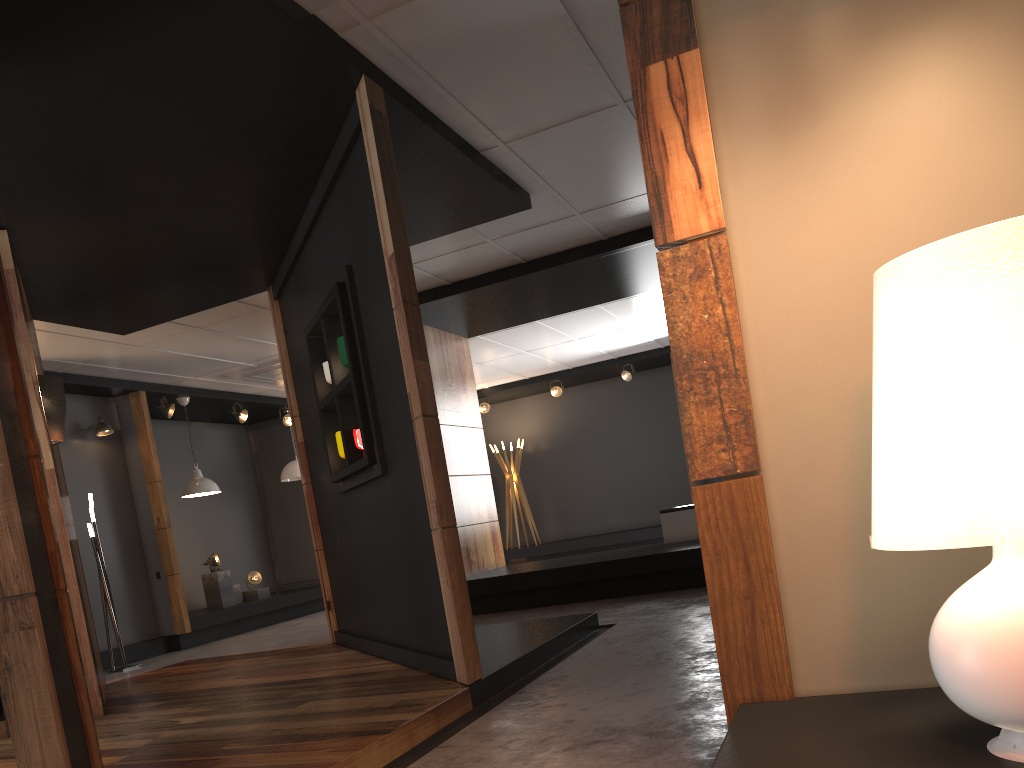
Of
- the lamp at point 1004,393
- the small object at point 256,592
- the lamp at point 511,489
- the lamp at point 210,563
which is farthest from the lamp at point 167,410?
the lamp at point 1004,393

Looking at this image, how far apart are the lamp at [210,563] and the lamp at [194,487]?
0.97m

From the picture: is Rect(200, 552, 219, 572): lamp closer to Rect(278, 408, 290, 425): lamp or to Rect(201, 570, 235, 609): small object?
Rect(201, 570, 235, 609): small object

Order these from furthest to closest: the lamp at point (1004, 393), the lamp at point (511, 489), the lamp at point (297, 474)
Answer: the lamp at point (511, 489), the lamp at point (297, 474), the lamp at point (1004, 393)

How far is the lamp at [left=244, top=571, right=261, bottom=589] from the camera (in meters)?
11.26

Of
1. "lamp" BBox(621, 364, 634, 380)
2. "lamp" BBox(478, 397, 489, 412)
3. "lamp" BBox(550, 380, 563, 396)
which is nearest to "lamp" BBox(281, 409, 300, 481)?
A: "lamp" BBox(478, 397, 489, 412)

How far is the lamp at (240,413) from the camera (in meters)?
→ 11.21

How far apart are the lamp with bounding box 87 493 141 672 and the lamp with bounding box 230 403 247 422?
2.95m

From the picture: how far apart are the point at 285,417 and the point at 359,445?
7.46m

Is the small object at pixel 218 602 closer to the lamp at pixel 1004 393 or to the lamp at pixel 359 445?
the lamp at pixel 359 445
